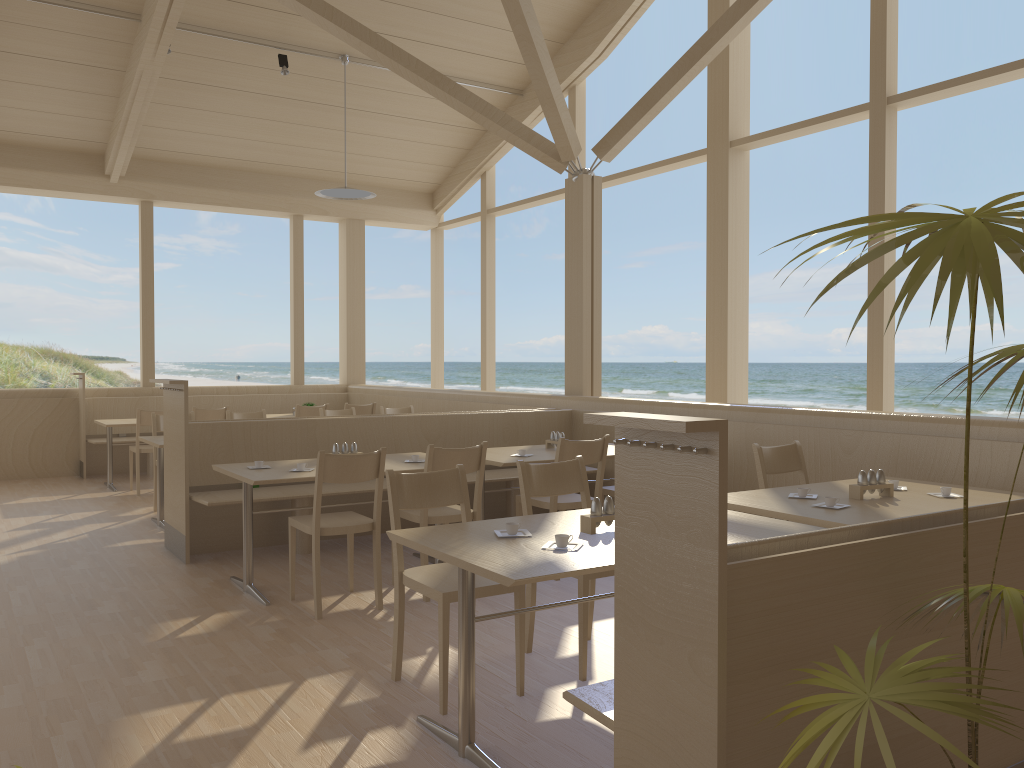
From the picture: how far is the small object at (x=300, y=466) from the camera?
4.6 meters

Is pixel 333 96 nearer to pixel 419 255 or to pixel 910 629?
pixel 910 629

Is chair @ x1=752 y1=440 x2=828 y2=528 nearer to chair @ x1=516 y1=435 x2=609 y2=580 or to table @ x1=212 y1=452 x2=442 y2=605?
chair @ x1=516 y1=435 x2=609 y2=580

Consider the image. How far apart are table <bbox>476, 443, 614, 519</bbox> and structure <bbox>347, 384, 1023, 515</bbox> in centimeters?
50cm

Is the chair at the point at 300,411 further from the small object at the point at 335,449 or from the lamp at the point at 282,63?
the small object at the point at 335,449

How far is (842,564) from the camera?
1.89m

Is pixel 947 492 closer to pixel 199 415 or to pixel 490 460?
pixel 490 460

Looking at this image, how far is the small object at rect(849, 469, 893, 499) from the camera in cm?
366

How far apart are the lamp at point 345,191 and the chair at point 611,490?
4.4 meters

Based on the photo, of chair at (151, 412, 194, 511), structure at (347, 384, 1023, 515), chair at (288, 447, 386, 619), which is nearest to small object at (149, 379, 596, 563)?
structure at (347, 384, 1023, 515)
